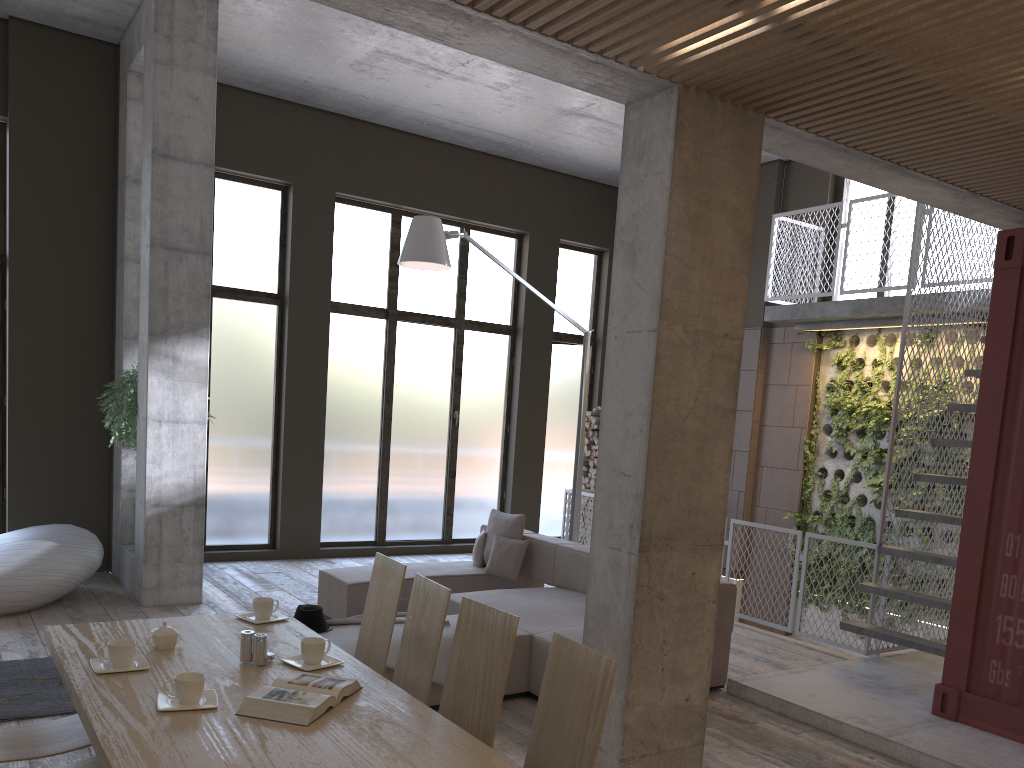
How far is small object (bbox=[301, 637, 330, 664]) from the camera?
3.2m

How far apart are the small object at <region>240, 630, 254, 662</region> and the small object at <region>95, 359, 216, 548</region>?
5.2m

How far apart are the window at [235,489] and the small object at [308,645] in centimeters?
709cm

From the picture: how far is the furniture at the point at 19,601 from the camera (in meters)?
6.78

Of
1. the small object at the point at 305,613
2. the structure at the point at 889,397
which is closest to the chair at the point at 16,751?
the small object at the point at 305,613

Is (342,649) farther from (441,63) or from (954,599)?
(441,63)

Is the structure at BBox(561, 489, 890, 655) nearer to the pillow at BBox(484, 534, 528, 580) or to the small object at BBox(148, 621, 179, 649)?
the pillow at BBox(484, 534, 528, 580)

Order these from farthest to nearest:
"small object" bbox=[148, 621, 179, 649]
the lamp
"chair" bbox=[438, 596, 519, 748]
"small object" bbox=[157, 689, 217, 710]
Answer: the lamp, "small object" bbox=[148, 621, 179, 649], "chair" bbox=[438, 596, 519, 748], "small object" bbox=[157, 689, 217, 710]

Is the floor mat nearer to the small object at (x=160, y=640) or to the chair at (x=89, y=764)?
the small object at (x=160, y=640)

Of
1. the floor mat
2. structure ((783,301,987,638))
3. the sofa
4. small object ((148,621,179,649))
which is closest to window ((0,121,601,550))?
the sofa
